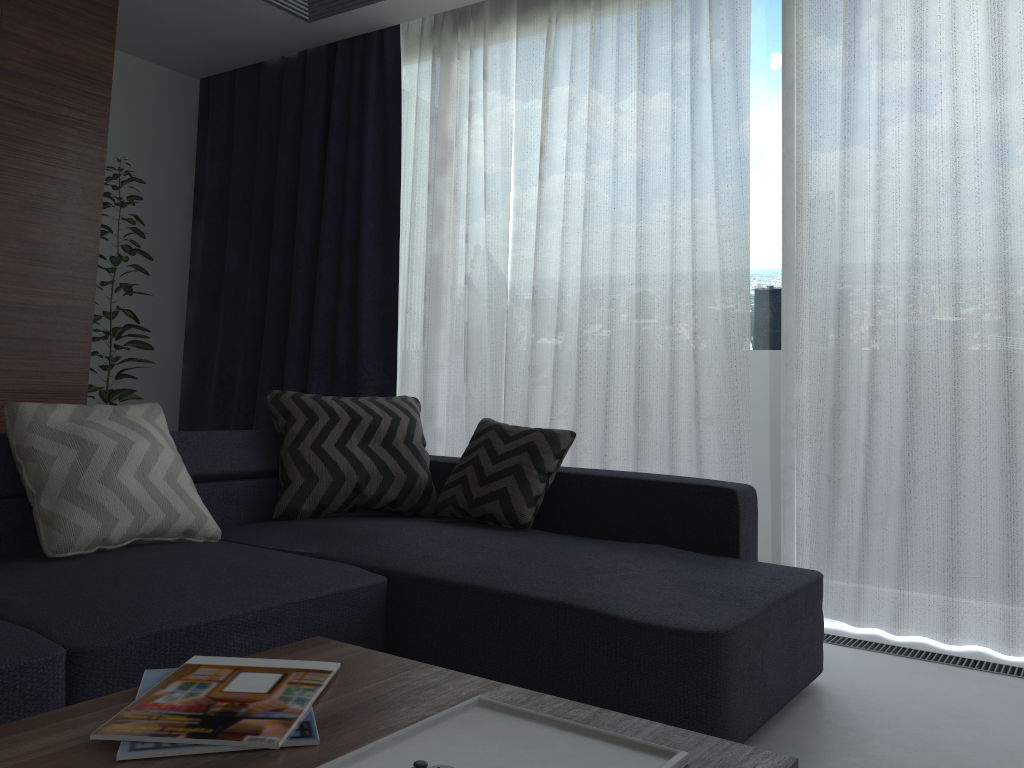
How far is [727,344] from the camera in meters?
3.4 m

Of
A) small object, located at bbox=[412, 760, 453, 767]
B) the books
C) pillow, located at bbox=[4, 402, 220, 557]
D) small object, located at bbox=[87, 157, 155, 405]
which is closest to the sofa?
pillow, located at bbox=[4, 402, 220, 557]

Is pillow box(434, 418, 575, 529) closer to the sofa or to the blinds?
the sofa

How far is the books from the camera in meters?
1.0

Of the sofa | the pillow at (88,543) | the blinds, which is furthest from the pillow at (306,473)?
the blinds

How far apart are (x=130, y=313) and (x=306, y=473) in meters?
1.7

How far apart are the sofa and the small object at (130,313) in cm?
129

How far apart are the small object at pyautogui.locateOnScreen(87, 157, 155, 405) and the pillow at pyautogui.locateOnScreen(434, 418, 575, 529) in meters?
1.9

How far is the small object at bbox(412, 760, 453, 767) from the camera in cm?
92

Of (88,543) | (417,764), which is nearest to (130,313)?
(88,543)
